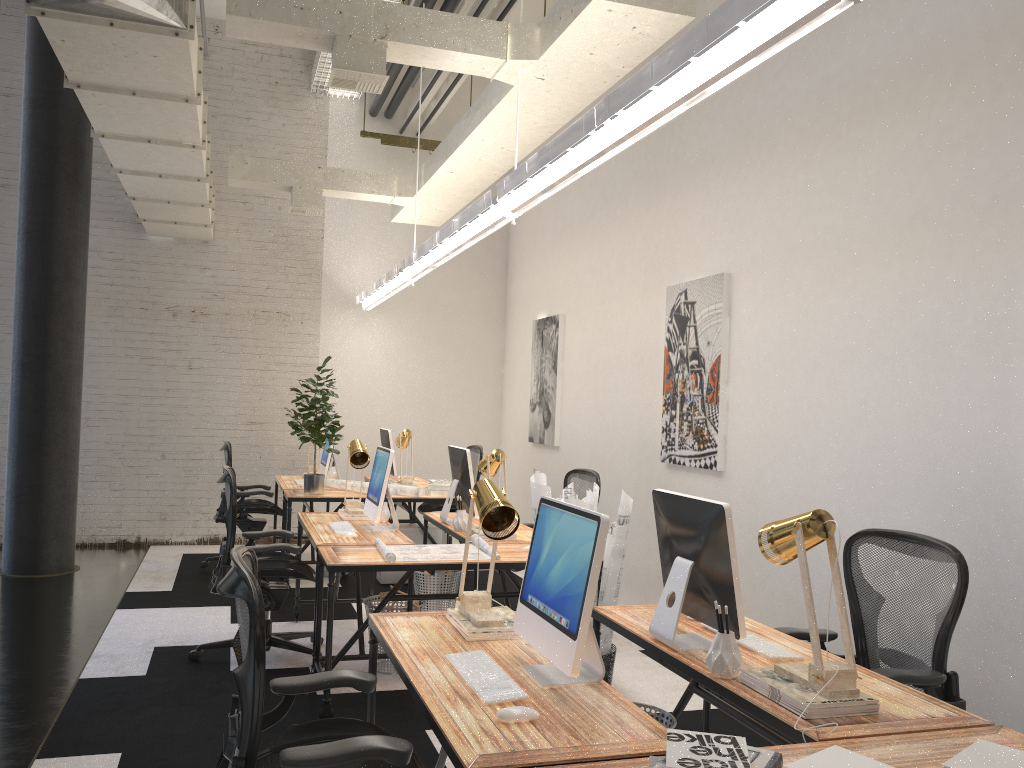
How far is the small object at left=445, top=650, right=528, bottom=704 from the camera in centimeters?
226cm

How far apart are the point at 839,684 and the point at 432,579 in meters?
3.8 m

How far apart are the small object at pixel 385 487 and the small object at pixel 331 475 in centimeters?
284cm

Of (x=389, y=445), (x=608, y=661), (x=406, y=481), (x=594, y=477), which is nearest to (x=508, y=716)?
(x=608, y=661)

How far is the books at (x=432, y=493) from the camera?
7.01m

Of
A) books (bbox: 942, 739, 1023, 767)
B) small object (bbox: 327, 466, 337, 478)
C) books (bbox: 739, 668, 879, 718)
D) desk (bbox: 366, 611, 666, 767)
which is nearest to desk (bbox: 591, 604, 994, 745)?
books (bbox: 739, 668, 879, 718)

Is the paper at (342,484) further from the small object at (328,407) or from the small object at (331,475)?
the small object at (331,475)

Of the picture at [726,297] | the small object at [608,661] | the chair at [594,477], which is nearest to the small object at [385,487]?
the chair at [594,477]

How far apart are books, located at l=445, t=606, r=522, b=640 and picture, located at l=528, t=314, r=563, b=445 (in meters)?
4.83

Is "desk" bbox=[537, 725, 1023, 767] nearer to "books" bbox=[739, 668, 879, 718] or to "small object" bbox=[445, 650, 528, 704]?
"books" bbox=[739, 668, 879, 718]
